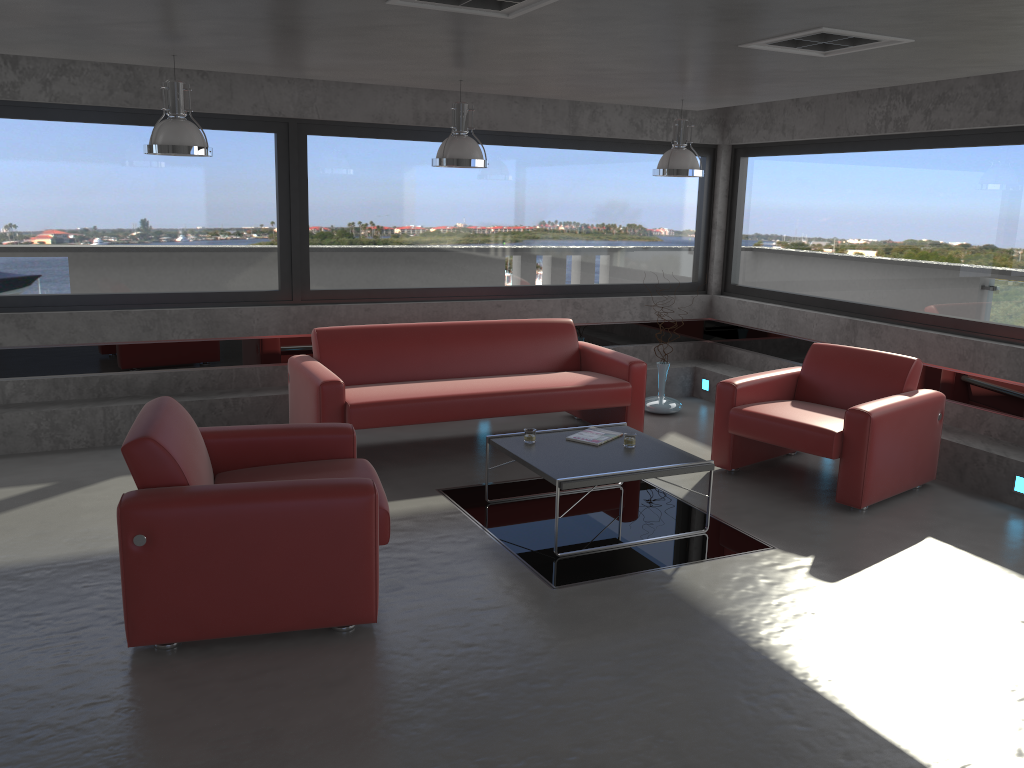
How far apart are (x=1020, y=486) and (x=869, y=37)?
3.3 meters

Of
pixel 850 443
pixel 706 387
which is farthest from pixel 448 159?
pixel 706 387

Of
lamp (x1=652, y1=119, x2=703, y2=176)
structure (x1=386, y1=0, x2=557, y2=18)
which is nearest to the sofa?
lamp (x1=652, y1=119, x2=703, y2=176)

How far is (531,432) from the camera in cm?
539

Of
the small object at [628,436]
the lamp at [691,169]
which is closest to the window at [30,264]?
the lamp at [691,169]

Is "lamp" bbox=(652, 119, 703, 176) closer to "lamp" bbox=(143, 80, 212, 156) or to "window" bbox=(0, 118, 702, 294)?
"window" bbox=(0, 118, 702, 294)

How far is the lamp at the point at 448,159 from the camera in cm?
585

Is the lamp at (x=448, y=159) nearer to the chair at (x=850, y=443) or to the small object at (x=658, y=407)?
the chair at (x=850, y=443)

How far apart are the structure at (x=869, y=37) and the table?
2.2m

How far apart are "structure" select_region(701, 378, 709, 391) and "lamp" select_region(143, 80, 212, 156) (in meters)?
5.20
